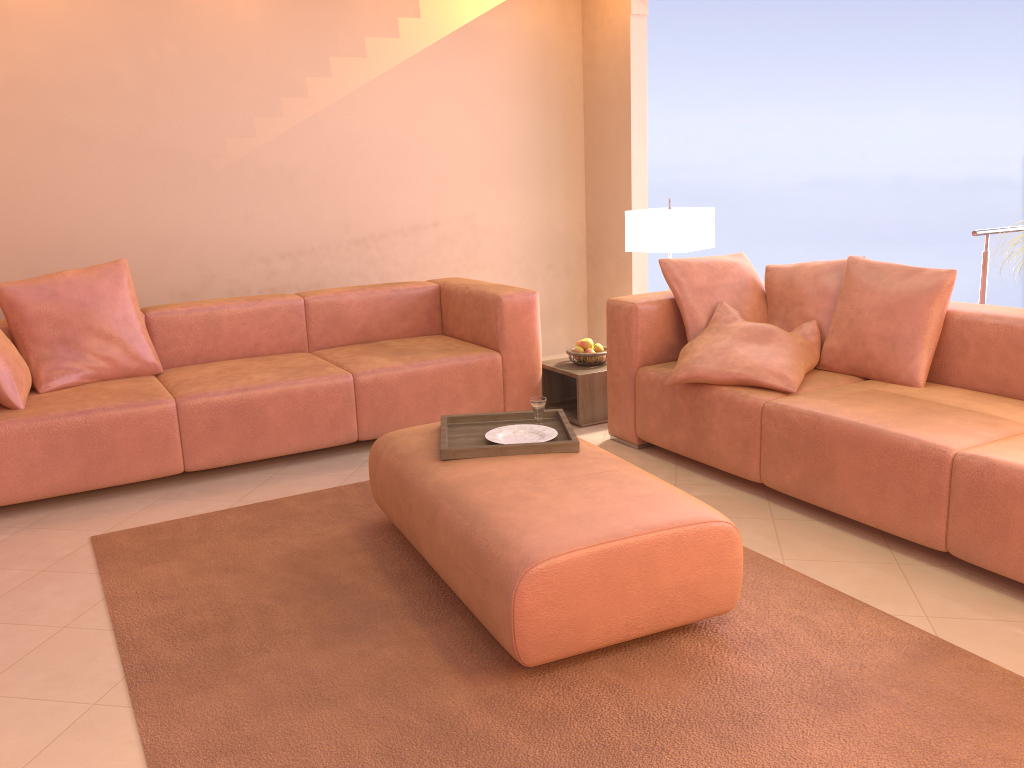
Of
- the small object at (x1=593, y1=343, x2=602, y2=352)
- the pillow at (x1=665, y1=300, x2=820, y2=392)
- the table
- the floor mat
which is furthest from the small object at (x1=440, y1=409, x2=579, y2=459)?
the small object at (x1=593, y1=343, x2=602, y2=352)

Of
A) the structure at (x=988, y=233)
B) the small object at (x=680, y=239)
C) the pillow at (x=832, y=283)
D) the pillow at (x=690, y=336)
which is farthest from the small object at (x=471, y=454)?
the structure at (x=988, y=233)

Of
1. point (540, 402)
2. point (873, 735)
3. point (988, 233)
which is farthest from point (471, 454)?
point (988, 233)

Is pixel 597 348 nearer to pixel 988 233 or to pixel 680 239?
pixel 680 239

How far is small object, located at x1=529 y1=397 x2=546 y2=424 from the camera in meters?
3.1 m

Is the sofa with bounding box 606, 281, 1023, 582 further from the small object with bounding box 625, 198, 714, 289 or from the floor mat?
the small object with bounding box 625, 198, 714, 289

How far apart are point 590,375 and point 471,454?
1.6 meters

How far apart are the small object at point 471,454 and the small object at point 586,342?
1.3 meters

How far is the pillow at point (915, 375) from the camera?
3.2m

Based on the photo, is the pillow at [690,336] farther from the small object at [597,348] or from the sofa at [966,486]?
the small object at [597,348]
